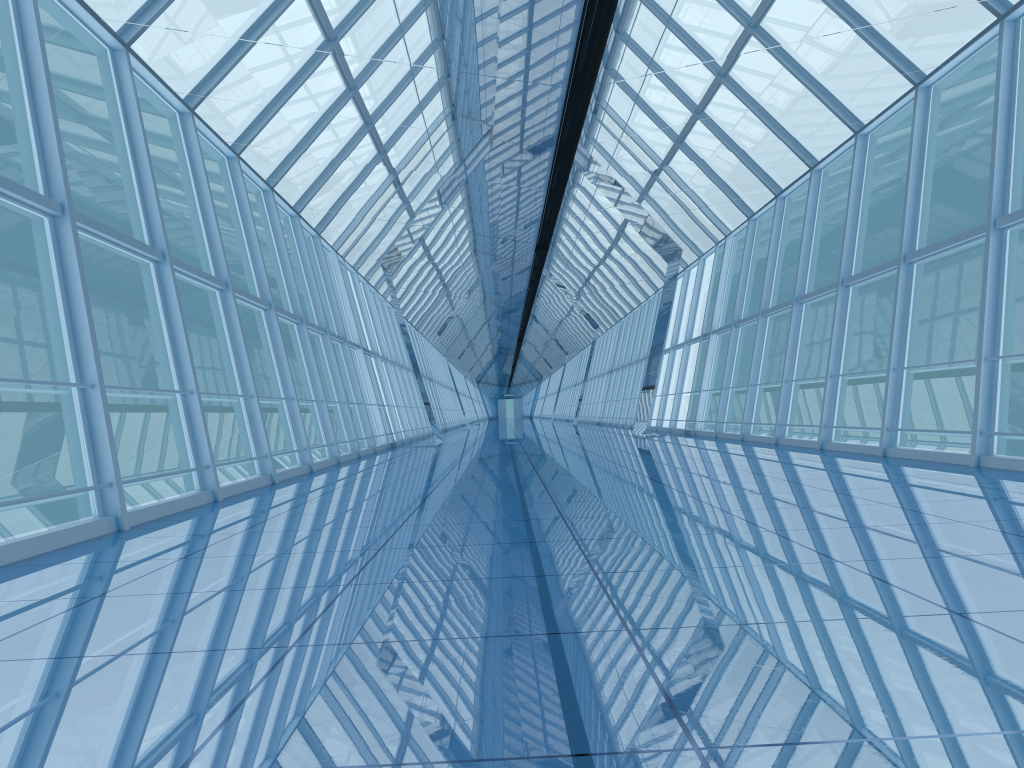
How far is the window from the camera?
8.1 meters

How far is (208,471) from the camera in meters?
8.1

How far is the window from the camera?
8.15m
